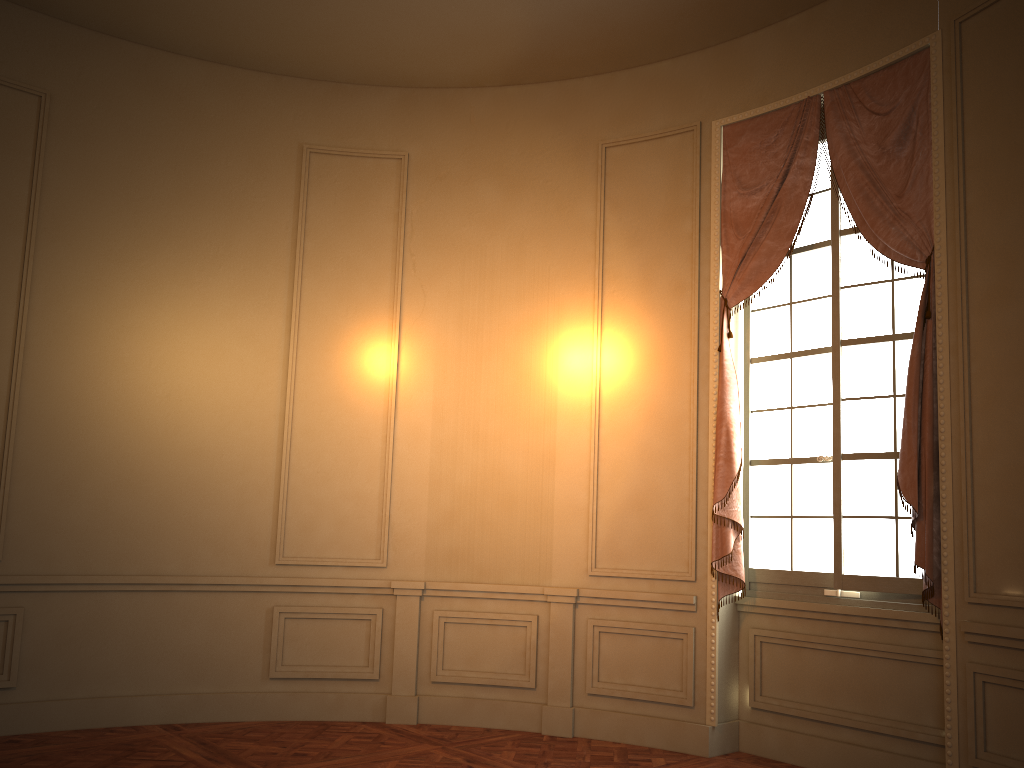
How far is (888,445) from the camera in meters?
4.6 m

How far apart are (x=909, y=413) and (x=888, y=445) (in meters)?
0.39

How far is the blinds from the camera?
4.3 meters

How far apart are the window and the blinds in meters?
0.1 m

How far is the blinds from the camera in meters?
4.3 m

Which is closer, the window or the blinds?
the blinds

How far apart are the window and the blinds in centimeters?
10cm

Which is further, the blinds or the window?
the window

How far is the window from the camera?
4.6m
